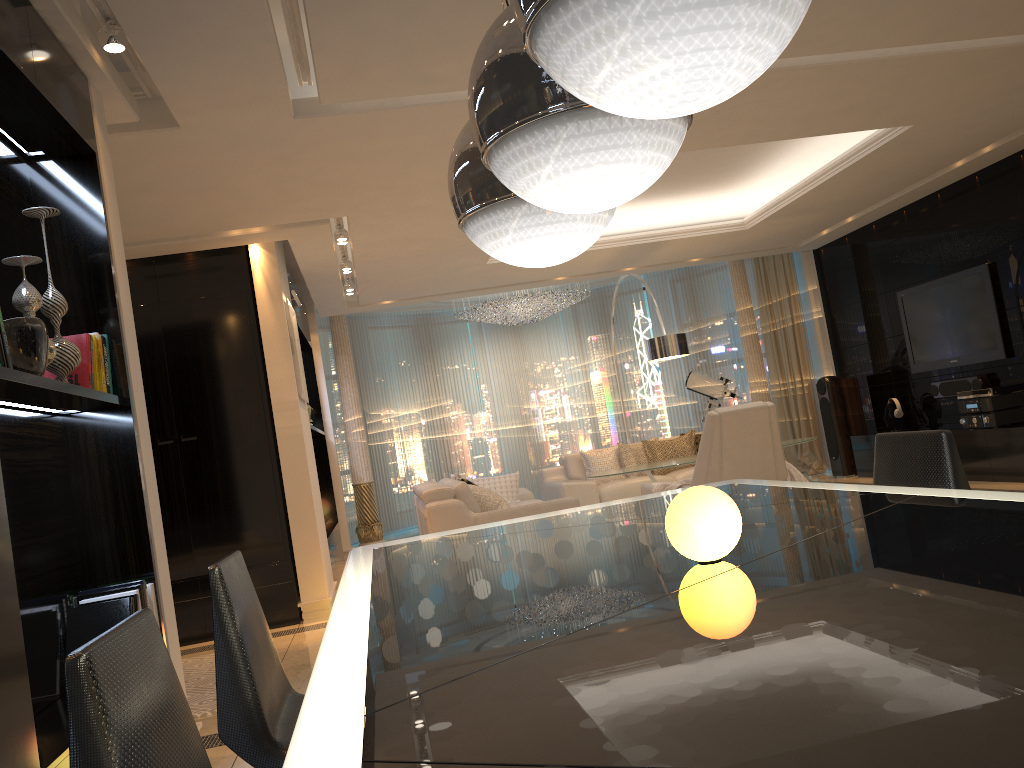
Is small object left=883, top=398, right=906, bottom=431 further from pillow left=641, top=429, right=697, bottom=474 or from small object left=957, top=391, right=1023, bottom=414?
pillow left=641, top=429, right=697, bottom=474

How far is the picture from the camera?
6.3 meters

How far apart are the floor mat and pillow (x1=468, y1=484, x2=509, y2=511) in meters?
2.3

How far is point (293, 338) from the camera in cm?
632

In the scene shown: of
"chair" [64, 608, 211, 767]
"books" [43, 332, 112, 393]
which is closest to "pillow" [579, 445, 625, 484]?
"books" [43, 332, 112, 393]

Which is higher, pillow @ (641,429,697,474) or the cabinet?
pillow @ (641,429,697,474)

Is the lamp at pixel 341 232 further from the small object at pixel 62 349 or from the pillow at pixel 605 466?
the pillow at pixel 605 466

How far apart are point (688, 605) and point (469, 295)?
8.63m

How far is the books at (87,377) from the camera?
3.0m

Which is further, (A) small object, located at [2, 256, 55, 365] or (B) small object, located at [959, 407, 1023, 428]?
(B) small object, located at [959, 407, 1023, 428]
